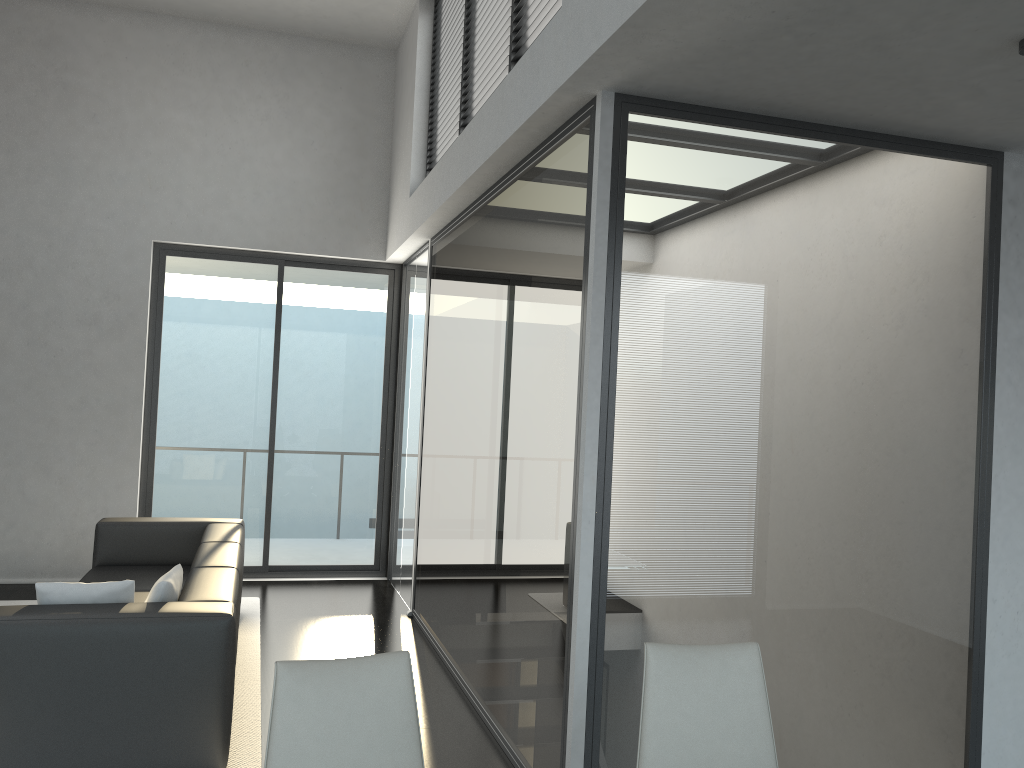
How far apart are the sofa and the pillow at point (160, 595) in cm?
4

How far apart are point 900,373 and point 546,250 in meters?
1.5

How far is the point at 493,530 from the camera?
A: 4.3 meters

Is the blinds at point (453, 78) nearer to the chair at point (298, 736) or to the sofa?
the sofa

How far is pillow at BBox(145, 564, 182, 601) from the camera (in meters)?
3.69

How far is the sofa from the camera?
3.33m

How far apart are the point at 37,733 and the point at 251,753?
0.9 meters

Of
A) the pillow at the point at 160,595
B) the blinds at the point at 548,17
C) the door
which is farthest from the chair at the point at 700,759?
the door

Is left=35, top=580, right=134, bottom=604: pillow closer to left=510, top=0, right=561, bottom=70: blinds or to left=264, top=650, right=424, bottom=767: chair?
left=264, top=650, right=424, bottom=767: chair

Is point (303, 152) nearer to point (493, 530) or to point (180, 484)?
point (180, 484)
